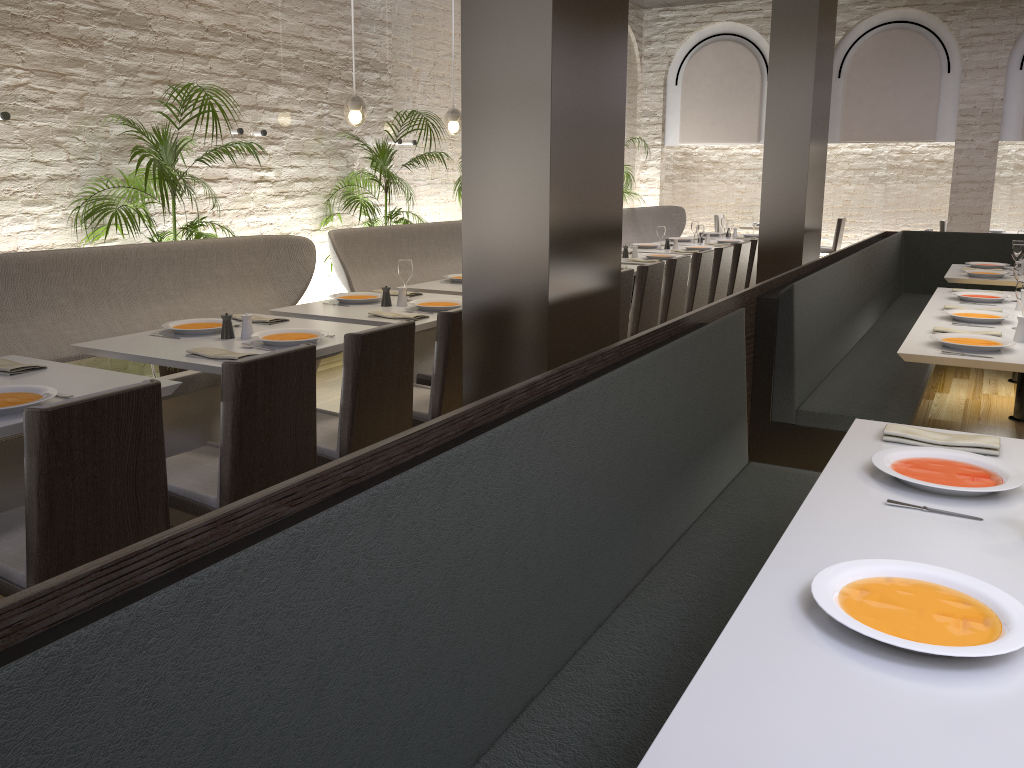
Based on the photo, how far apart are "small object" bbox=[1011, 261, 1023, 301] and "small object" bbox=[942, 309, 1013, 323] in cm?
78

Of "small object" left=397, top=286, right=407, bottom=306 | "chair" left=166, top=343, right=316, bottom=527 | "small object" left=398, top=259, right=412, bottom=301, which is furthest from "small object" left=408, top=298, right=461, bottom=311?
"chair" left=166, top=343, right=316, bottom=527

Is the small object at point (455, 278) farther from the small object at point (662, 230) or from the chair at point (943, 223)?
the chair at point (943, 223)

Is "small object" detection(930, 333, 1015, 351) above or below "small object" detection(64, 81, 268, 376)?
below

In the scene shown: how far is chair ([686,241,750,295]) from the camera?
7.6 meters

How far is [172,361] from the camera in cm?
336

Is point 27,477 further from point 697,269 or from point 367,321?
point 697,269

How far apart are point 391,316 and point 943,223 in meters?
10.1 m

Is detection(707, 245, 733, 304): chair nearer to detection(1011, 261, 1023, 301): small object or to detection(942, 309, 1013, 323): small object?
detection(1011, 261, 1023, 301): small object

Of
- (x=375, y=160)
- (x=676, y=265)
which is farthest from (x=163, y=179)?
(x=676, y=265)
